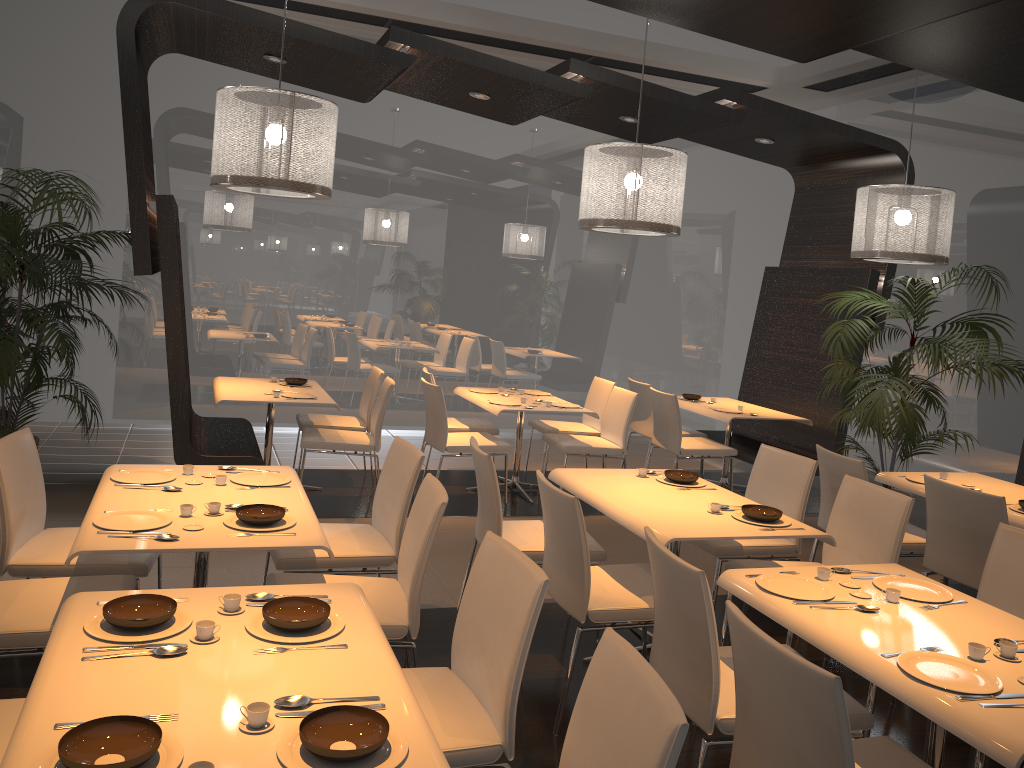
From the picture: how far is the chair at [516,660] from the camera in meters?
2.3 m

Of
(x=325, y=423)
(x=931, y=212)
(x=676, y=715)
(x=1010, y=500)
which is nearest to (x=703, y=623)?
(x=676, y=715)

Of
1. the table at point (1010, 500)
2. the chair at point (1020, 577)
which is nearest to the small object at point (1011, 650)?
the chair at point (1020, 577)

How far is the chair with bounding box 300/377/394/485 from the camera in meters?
5.9

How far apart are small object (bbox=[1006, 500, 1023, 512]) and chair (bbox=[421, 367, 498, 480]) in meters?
3.7

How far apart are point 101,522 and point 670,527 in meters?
2.1

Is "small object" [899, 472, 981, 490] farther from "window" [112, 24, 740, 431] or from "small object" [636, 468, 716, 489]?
"window" [112, 24, 740, 431]

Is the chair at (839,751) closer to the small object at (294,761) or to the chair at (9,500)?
the small object at (294,761)

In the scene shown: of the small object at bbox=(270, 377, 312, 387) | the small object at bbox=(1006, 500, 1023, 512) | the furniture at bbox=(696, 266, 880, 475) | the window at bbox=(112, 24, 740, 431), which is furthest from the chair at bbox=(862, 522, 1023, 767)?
the window at bbox=(112, 24, 740, 431)

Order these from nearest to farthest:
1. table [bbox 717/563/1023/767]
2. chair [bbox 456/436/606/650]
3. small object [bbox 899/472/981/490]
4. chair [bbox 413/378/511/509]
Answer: table [bbox 717/563/1023/767] → chair [bbox 456/436/606/650] → small object [bbox 899/472/981/490] → chair [bbox 413/378/511/509]
